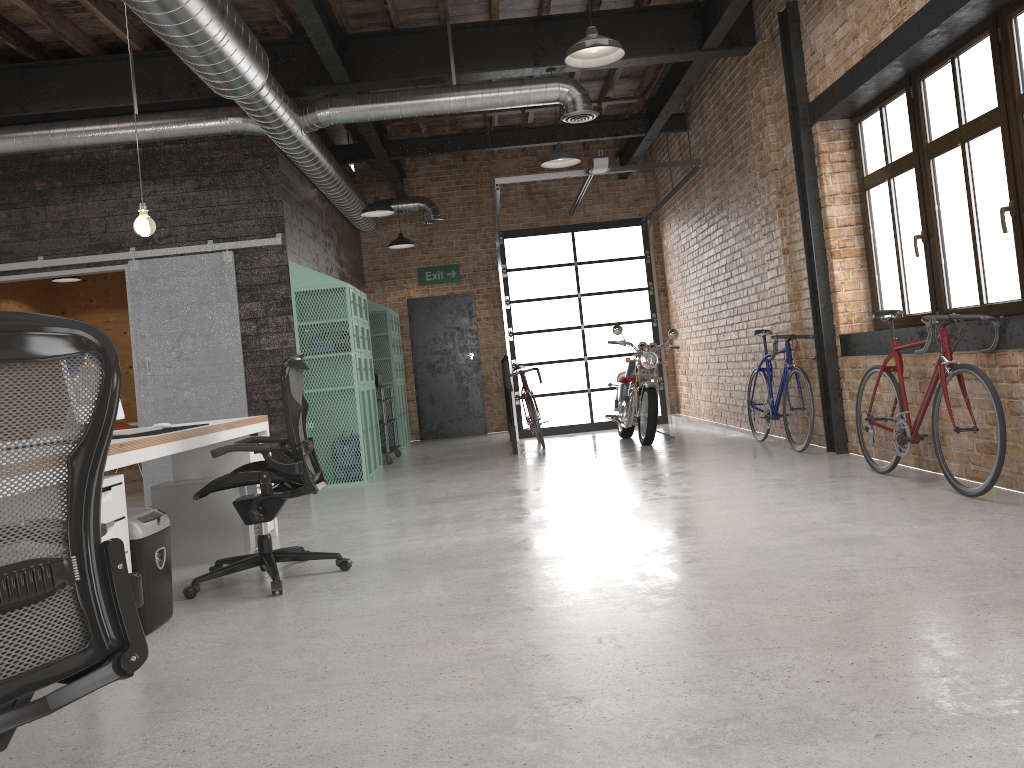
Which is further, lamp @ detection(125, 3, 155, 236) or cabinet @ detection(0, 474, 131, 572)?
lamp @ detection(125, 3, 155, 236)

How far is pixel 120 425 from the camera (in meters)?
9.05

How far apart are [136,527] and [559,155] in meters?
5.3 m

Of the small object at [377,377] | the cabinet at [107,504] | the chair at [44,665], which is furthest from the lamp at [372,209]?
the chair at [44,665]

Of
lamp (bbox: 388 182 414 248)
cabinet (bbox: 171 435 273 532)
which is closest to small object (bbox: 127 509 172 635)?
cabinet (bbox: 171 435 273 532)

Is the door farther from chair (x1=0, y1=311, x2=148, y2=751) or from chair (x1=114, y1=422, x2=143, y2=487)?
chair (x1=0, y1=311, x2=148, y2=751)

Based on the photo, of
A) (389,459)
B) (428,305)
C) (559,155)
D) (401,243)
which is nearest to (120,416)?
(559,155)

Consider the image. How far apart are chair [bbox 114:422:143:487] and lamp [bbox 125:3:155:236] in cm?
453

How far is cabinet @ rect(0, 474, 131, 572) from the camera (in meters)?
3.31

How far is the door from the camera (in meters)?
13.06
